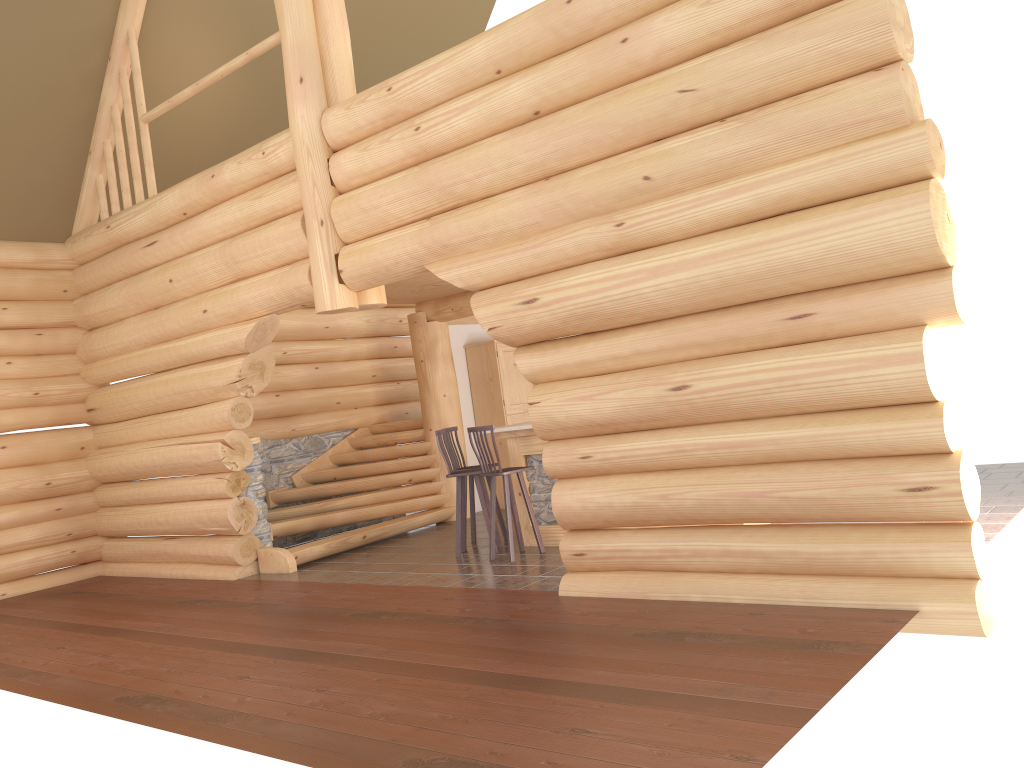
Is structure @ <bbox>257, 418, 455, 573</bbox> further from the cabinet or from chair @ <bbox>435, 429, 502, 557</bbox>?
chair @ <bbox>435, 429, 502, 557</bbox>

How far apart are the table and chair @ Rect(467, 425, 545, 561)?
0.32m

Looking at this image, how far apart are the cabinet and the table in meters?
3.2 m

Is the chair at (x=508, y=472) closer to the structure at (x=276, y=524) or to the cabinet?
the structure at (x=276, y=524)

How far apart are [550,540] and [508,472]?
1.01m

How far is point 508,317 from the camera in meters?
6.9

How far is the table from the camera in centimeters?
903cm

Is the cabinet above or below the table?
above

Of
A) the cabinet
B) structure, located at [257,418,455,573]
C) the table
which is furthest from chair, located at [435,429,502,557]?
the cabinet

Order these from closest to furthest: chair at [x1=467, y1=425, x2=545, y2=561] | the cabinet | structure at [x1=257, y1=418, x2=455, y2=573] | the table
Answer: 1. chair at [x1=467, y1=425, x2=545, y2=561]
2. the table
3. structure at [x1=257, y1=418, x2=455, y2=573]
4. the cabinet
